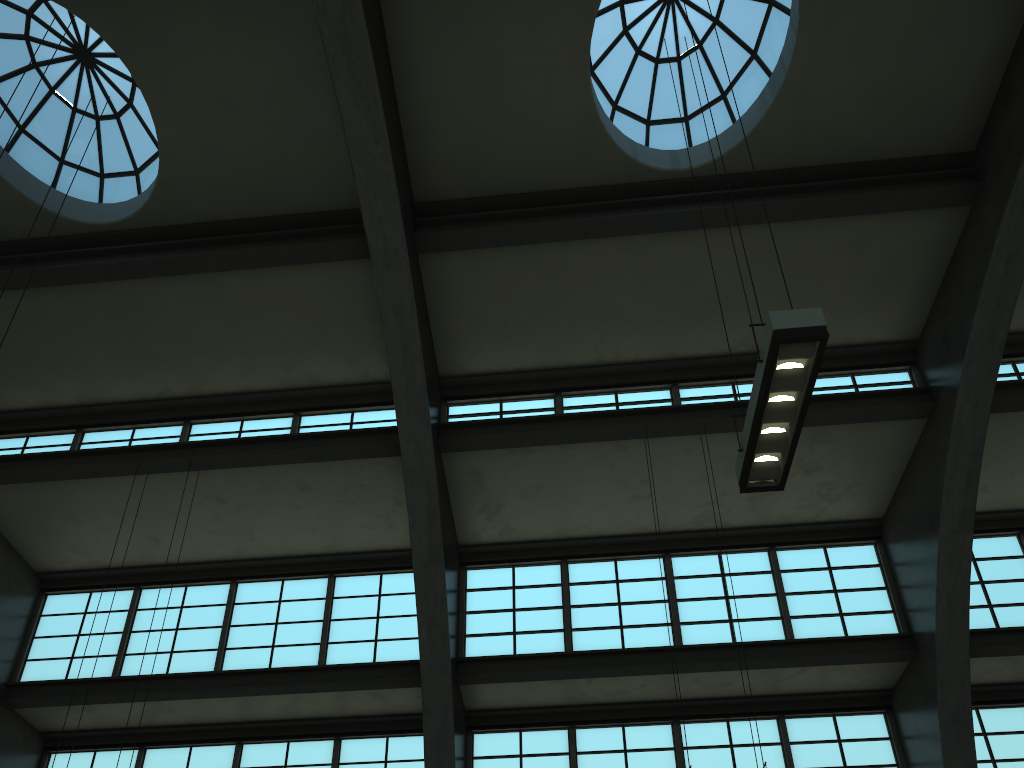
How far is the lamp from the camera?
6.8m

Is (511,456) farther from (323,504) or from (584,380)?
(323,504)

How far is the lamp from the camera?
6.8m

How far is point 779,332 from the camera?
6.8m
